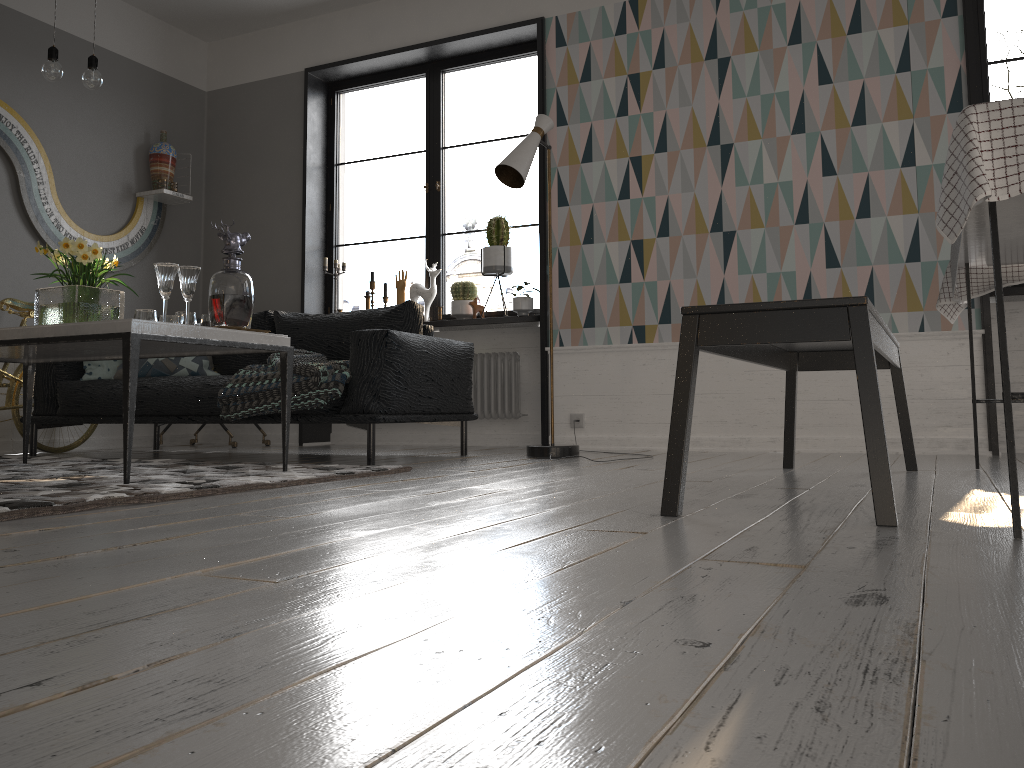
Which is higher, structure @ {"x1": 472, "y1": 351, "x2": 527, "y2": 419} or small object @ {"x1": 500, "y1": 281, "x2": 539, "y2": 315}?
small object @ {"x1": 500, "y1": 281, "x2": 539, "y2": 315}

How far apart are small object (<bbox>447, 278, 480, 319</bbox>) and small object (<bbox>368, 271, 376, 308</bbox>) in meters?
0.6 m

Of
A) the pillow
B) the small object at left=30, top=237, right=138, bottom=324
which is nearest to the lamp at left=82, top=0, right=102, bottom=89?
the small object at left=30, top=237, right=138, bottom=324

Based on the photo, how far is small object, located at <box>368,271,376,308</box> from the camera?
5.9 meters

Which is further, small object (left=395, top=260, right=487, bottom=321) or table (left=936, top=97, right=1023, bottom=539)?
small object (left=395, top=260, right=487, bottom=321)

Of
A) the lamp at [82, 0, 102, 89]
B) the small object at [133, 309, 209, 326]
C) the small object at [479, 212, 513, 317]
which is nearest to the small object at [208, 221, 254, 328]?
the small object at [133, 309, 209, 326]

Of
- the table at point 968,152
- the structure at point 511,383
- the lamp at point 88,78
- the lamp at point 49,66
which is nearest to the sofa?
the structure at point 511,383

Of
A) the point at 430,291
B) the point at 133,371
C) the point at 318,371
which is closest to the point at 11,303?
the point at 318,371

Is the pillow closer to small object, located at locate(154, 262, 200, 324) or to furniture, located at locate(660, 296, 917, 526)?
small object, located at locate(154, 262, 200, 324)

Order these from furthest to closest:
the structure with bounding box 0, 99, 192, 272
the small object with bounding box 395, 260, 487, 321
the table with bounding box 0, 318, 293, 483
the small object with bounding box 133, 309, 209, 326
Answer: the small object with bounding box 395, 260, 487, 321 → the structure with bounding box 0, 99, 192, 272 → the small object with bounding box 133, 309, 209, 326 → the table with bounding box 0, 318, 293, 483
